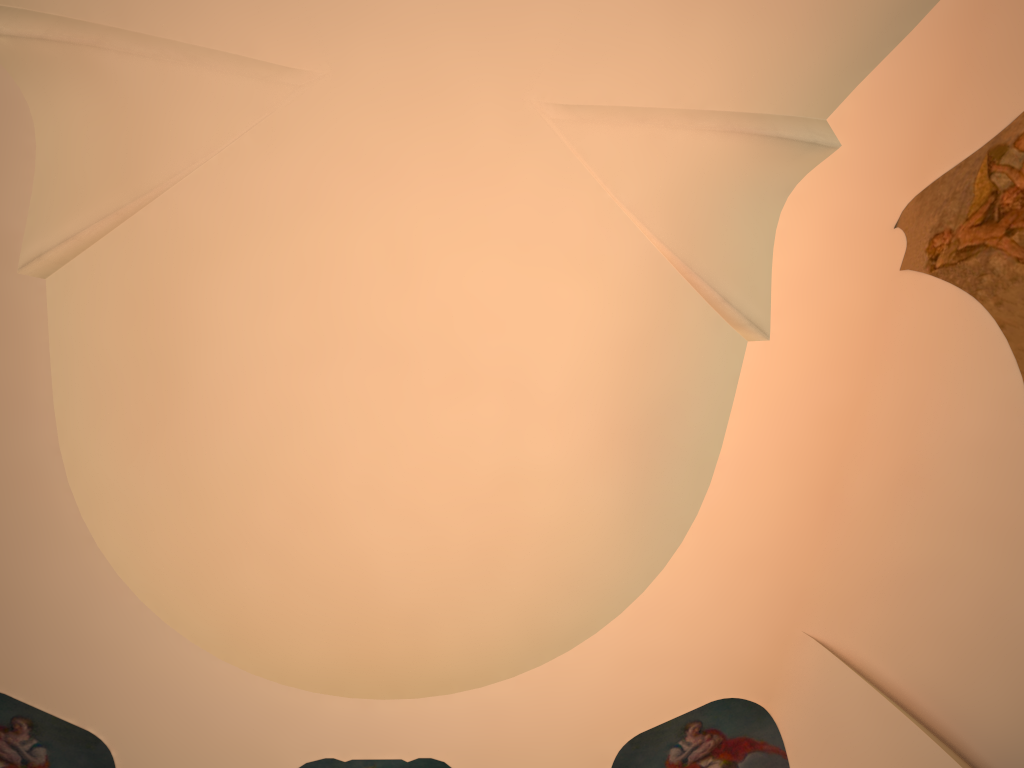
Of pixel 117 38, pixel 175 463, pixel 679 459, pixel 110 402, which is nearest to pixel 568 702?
pixel 679 459

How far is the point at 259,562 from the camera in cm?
714

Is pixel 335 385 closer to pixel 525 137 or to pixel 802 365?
pixel 525 137
